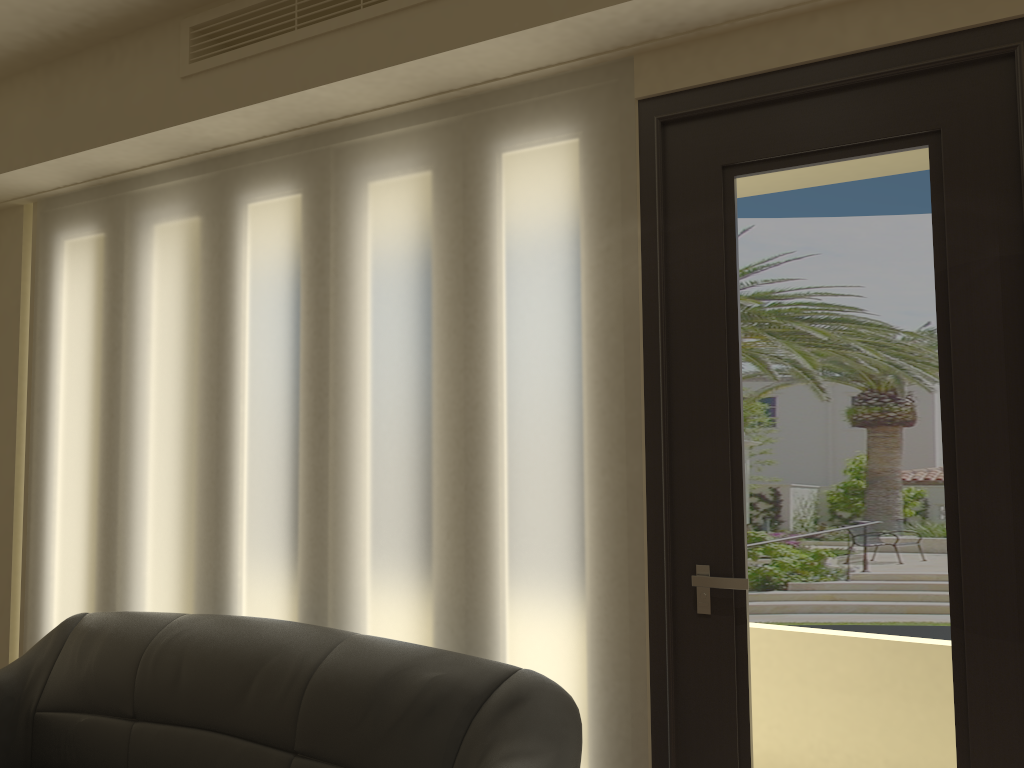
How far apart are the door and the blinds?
0.0m

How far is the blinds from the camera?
2.6 meters

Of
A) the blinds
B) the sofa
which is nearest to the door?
the blinds

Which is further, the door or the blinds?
the blinds

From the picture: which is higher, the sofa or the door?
the door

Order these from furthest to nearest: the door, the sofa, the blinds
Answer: the blinds
the sofa
the door

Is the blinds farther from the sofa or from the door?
the sofa

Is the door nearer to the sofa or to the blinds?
the blinds

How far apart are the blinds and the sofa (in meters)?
0.18

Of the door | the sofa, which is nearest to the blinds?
→ the door
